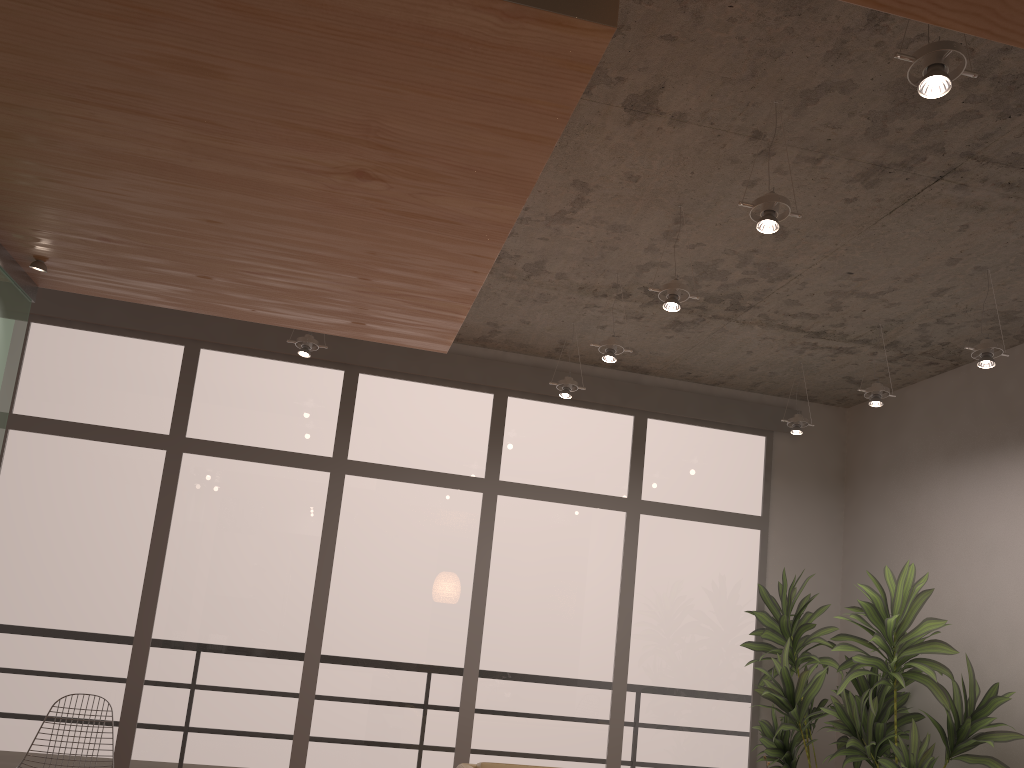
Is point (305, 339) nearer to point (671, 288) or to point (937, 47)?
point (671, 288)

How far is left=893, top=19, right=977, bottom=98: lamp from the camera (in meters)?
2.18

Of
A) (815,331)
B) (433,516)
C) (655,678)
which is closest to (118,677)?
(433,516)

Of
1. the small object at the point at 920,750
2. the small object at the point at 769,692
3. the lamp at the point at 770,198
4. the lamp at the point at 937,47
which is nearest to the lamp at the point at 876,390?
the small object at the point at 920,750

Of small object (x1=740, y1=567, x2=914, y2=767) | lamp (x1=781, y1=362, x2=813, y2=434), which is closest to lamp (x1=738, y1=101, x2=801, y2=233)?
lamp (x1=781, y1=362, x2=813, y2=434)

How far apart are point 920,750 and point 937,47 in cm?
359

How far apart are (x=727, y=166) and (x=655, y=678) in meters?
3.6

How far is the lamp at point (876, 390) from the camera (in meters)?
4.80

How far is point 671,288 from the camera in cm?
375

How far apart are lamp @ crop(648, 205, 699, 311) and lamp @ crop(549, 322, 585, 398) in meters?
1.5 m
